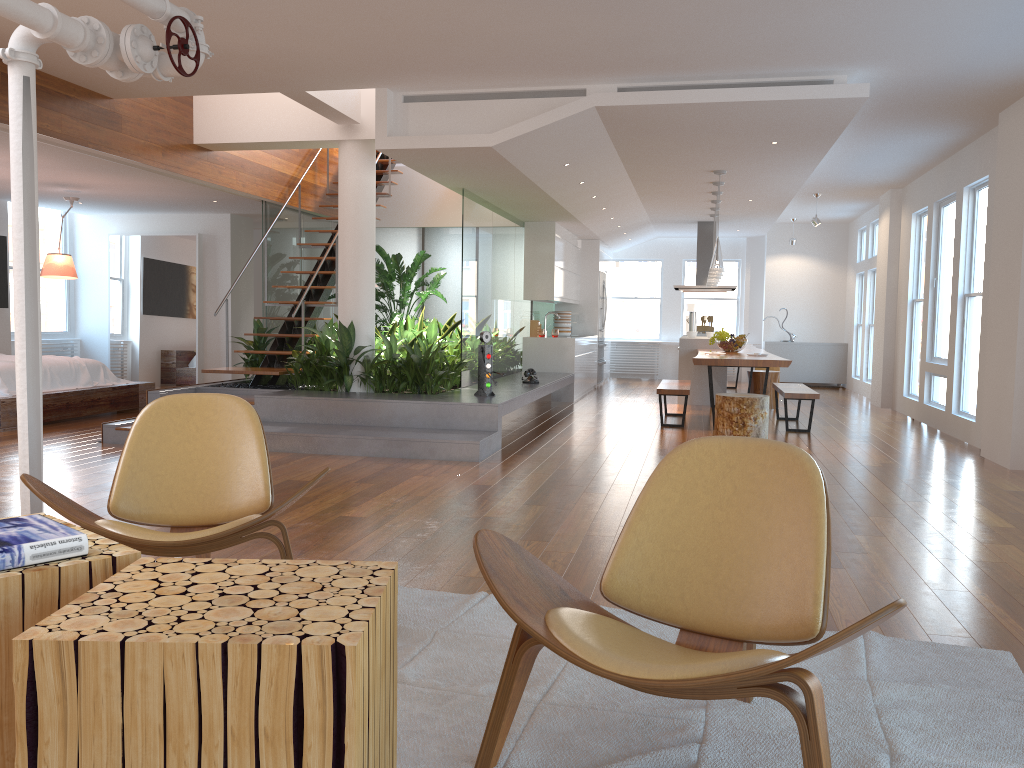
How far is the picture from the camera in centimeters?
1053cm

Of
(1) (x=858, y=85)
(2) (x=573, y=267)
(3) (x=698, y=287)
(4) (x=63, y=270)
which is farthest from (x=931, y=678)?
(3) (x=698, y=287)

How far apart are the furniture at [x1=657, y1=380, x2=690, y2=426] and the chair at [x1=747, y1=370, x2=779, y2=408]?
1.72m

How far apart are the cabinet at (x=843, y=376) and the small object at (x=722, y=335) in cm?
499

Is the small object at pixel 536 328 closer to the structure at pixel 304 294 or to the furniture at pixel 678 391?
the structure at pixel 304 294

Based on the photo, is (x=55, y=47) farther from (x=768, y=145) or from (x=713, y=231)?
(x=713, y=231)

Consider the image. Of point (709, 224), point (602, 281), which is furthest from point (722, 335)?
point (602, 281)

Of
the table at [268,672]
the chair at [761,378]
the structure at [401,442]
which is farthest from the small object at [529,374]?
the table at [268,672]

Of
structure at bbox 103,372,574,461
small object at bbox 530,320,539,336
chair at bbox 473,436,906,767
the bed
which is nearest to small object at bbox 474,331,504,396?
structure at bbox 103,372,574,461

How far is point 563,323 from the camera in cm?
1291
